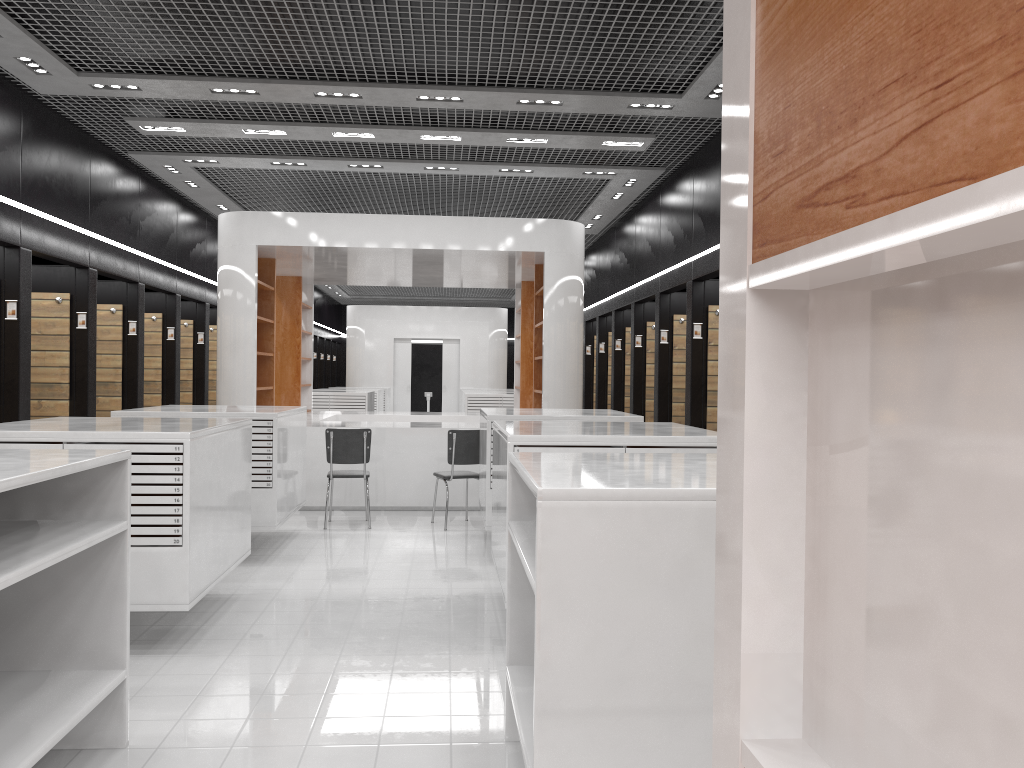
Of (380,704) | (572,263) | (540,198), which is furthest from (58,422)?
(540,198)

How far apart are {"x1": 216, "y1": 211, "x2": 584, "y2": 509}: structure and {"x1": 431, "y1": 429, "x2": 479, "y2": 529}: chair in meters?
1.0

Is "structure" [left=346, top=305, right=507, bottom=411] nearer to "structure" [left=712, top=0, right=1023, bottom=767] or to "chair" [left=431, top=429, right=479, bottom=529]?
"chair" [left=431, top=429, right=479, bottom=529]

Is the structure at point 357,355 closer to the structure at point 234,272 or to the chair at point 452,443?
the structure at point 234,272

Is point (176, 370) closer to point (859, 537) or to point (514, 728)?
point (514, 728)

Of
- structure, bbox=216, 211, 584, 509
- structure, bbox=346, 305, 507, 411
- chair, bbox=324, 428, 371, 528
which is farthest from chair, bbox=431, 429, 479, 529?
structure, bbox=346, 305, 507, 411

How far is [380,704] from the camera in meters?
4.1

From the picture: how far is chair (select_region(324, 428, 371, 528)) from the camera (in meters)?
8.72

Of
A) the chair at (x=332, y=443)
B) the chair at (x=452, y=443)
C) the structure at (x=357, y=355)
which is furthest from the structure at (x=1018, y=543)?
the structure at (x=357, y=355)

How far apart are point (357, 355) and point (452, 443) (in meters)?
14.72
